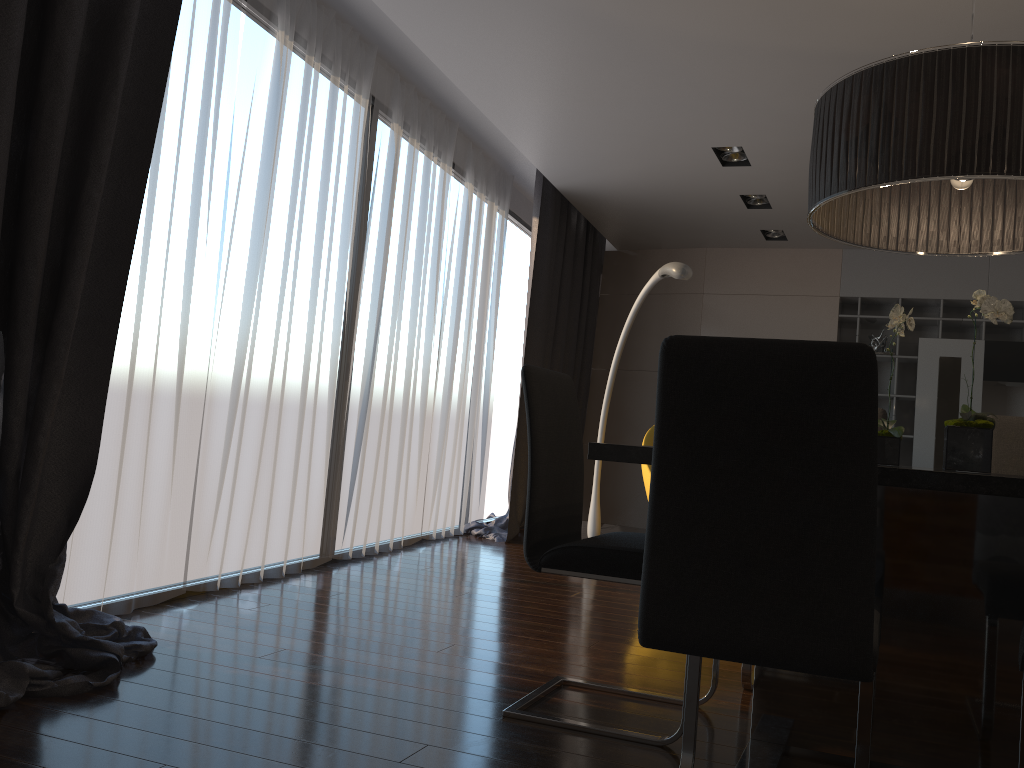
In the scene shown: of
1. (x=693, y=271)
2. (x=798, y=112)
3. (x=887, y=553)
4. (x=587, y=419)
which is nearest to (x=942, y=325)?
(x=693, y=271)

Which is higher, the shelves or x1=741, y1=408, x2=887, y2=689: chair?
the shelves

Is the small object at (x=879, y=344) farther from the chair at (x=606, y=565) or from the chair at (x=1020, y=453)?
the chair at (x=606, y=565)

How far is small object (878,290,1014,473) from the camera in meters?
2.0 m

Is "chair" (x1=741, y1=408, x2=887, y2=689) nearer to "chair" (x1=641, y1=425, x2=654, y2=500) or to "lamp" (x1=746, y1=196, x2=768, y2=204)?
"chair" (x1=641, y1=425, x2=654, y2=500)

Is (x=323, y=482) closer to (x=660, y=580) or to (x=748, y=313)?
(x=660, y=580)

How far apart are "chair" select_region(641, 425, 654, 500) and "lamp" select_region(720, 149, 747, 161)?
1.78m

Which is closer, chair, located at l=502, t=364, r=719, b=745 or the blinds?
chair, located at l=502, t=364, r=719, b=745

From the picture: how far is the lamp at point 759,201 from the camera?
6.1 meters

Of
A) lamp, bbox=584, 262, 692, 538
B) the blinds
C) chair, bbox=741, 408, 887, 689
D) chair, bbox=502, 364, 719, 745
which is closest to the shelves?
the blinds
